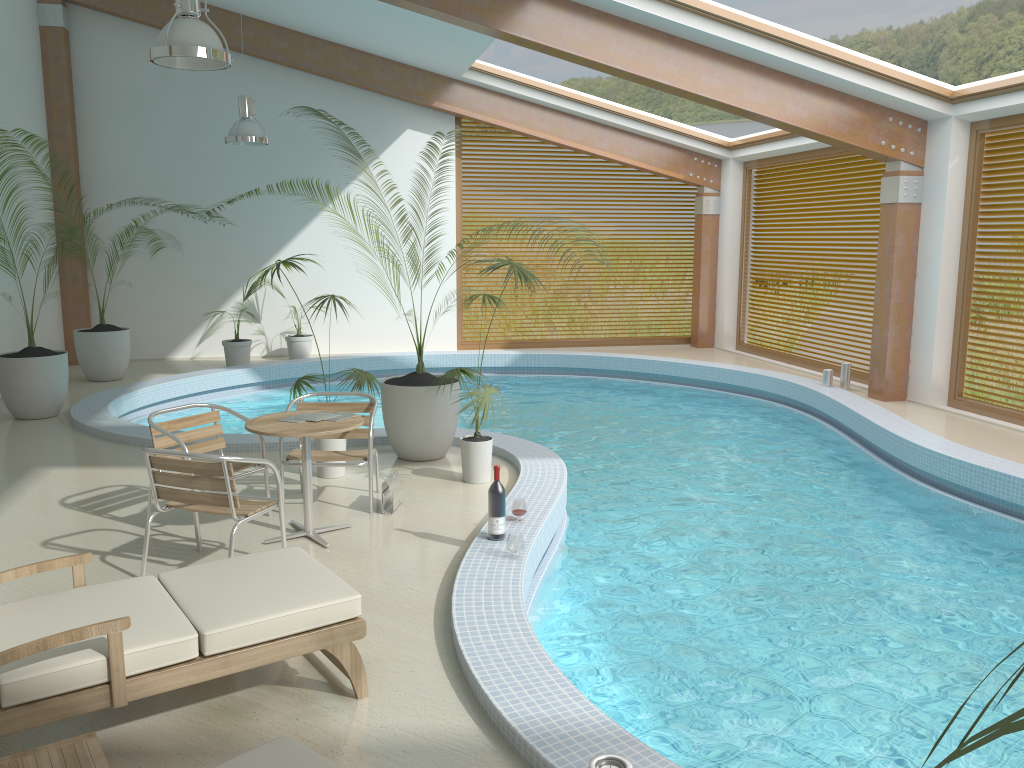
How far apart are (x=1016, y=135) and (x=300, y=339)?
9.3m

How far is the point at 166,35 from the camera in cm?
547

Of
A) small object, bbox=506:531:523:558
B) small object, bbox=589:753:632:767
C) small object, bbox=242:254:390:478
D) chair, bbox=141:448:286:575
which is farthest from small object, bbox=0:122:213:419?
small object, bbox=589:753:632:767

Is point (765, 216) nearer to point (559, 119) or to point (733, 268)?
point (733, 268)

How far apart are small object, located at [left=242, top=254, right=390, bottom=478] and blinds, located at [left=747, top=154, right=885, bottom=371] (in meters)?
7.83

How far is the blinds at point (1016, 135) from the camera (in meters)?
8.96

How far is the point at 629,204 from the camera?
14.9 meters

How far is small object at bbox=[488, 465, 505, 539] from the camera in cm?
510

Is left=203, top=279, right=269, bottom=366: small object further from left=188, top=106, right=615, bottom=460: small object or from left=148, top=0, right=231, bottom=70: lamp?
left=148, top=0, right=231, bottom=70: lamp

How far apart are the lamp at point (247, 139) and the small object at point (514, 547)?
7.3 meters
